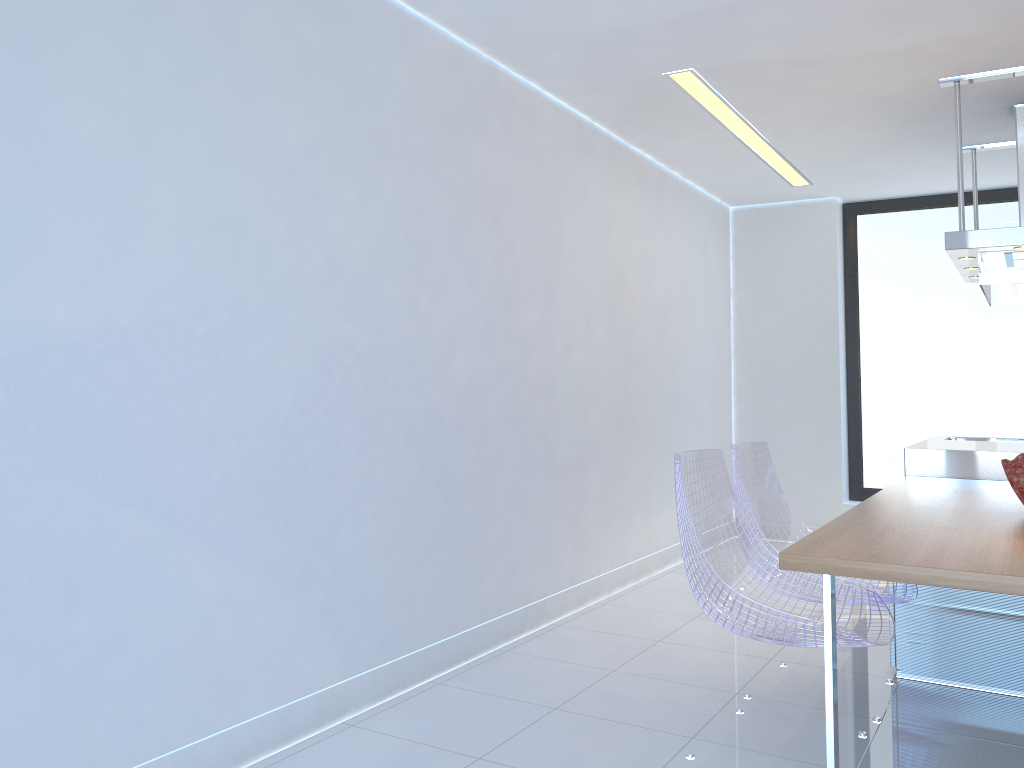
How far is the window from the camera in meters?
6.1 m

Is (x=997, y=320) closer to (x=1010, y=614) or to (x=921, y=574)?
(x=1010, y=614)

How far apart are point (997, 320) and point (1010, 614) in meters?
3.4 m

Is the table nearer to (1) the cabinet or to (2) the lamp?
(1) the cabinet

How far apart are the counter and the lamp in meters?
1.8 m

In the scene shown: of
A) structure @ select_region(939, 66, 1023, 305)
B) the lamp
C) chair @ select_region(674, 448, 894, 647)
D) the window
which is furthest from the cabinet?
the window

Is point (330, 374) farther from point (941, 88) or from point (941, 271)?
point (941, 271)

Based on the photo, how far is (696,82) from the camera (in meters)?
4.00

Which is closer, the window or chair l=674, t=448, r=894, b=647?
chair l=674, t=448, r=894, b=647

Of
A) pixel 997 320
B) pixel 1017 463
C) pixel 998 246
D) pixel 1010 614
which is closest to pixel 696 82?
pixel 998 246
